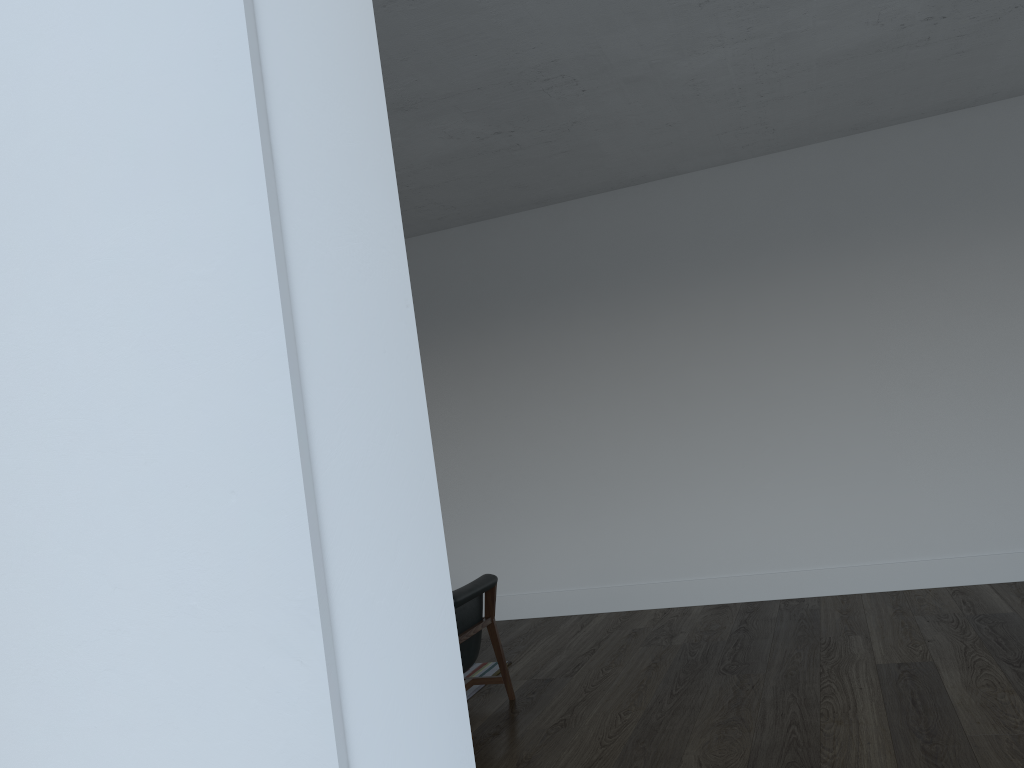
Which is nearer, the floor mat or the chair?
the chair

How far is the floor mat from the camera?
5.1m

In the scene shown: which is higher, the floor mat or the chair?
the chair

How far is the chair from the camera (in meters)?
4.50

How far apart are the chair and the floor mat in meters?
0.2 m

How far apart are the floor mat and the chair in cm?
17
